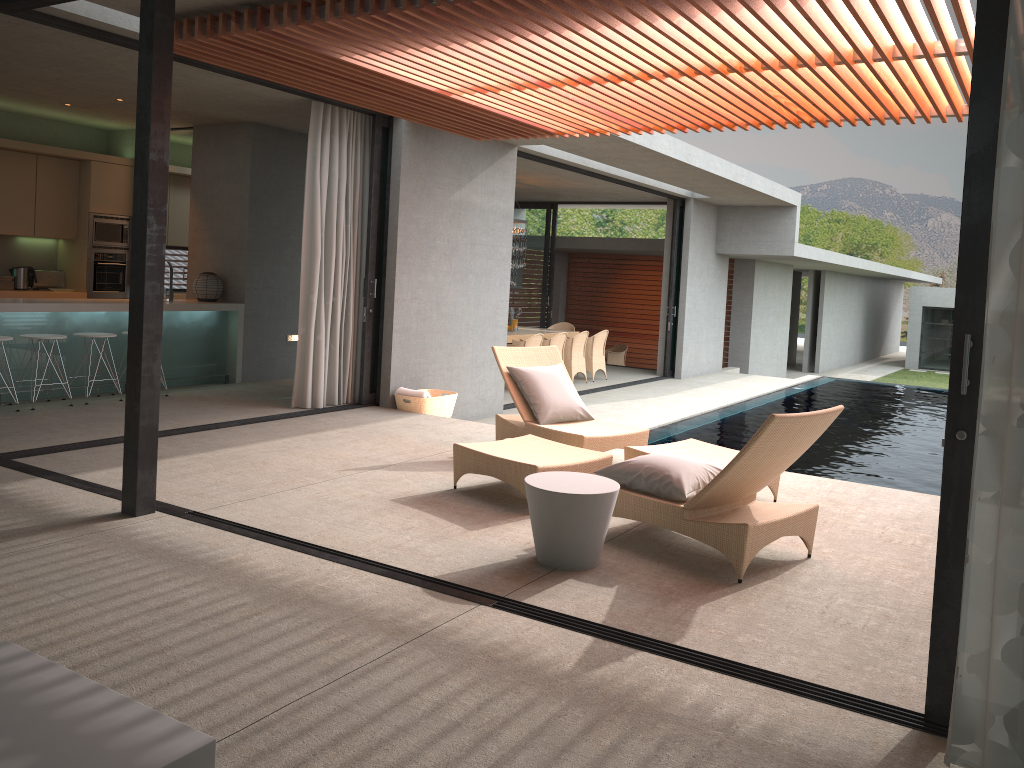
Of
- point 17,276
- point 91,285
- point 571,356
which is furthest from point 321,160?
point 571,356

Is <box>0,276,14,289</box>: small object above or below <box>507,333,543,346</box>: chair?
above

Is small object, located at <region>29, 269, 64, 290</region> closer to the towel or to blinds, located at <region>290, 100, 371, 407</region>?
blinds, located at <region>290, 100, 371, 407</region>

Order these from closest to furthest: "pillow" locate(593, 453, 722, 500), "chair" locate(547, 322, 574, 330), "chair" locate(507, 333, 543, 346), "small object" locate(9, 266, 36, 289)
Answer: "pillow" locate(593, 453, 722, 500)
"small object" locate(9, 266, 36, 289)
"chair" locate(507, 333, 543, 346)
"chair" locate(547, 322, 574, 330)

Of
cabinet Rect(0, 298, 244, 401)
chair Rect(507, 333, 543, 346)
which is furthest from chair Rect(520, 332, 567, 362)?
cabinet Rect(0, 298, 244, 401)

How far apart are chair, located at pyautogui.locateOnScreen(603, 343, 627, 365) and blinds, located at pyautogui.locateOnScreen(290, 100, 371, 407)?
11.2m

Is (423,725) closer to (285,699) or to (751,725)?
(285,699)

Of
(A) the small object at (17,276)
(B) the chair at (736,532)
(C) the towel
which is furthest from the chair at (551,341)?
(B) the chair at (736,532)

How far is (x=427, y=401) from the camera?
8.8m

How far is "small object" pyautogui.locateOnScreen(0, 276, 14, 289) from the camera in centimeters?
1004cm
